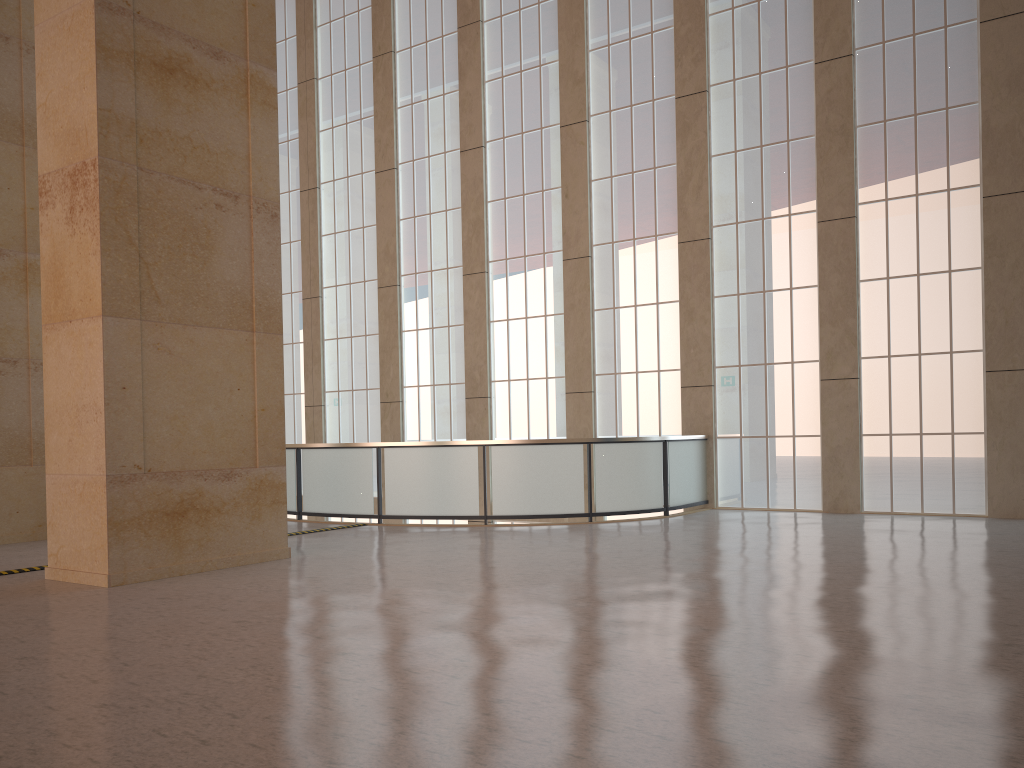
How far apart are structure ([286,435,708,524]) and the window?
0.49m

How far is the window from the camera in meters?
18.5

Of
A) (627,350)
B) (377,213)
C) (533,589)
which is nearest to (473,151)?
(377,213)

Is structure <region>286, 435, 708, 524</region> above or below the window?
below

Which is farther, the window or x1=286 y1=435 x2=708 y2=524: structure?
the window

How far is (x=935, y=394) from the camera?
18.5m

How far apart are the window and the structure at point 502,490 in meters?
0.5 m

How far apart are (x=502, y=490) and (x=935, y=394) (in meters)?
9.27

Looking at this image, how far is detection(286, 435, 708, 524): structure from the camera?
18.18m

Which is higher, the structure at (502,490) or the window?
the window
